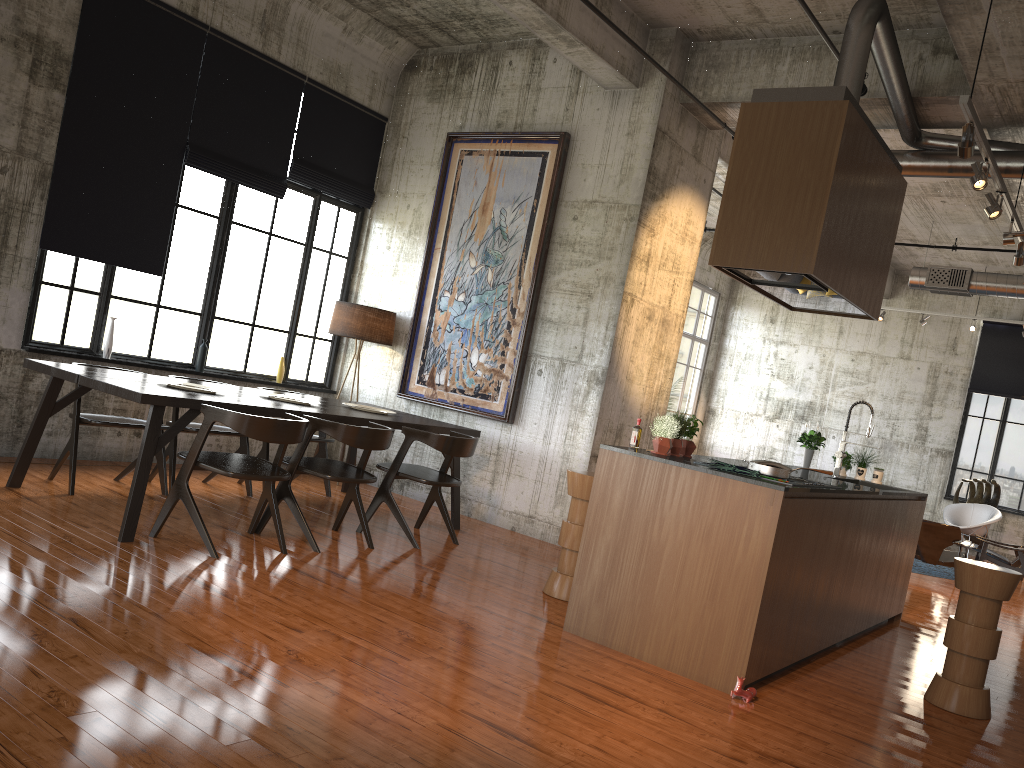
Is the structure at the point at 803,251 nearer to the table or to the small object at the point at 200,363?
the table

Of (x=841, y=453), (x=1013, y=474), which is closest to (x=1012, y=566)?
(x=1013, y=474)

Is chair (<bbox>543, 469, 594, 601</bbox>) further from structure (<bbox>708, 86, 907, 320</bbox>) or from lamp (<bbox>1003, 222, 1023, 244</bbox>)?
lamp (<bbox>1003, 222, 1023, 244</bbox>)

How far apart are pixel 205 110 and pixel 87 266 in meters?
2.0 m

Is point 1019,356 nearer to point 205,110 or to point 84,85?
point 205,110

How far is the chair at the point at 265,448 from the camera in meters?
8.6 m

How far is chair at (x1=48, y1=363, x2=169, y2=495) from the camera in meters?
7.0 m

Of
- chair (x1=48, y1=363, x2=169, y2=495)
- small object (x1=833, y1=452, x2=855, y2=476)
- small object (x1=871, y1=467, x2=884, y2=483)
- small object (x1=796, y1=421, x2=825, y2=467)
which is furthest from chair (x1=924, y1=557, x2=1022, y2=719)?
chair (x1=48, y1=363, x2=169, y2=495)

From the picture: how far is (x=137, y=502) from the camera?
5.93m

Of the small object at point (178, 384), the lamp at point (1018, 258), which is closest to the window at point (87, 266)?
the small object at point (178, 384)
